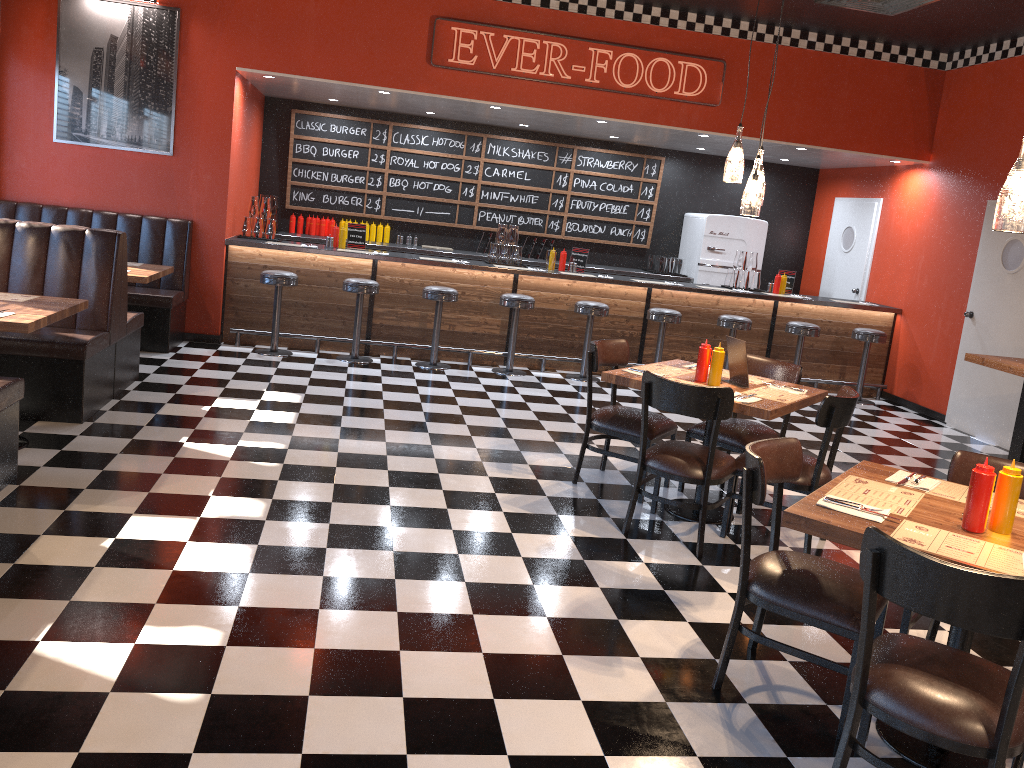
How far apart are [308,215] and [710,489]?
6.75m

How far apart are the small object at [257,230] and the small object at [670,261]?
4.9m

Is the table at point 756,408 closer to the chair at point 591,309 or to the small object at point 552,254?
the chair at point 591,309

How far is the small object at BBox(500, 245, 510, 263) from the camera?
9.1 meters

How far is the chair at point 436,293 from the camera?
8.3 meters

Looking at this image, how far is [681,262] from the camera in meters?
10.8

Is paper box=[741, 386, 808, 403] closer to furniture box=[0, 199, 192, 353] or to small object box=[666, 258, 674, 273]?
furniture box=[0, 199, 192, 353]

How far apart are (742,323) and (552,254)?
2.0m

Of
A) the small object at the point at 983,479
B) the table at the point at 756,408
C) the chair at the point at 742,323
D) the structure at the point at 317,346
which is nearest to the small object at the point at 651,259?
the structure at the point at 317,346

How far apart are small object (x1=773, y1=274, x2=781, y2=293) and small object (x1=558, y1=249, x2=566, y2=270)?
2.4m
